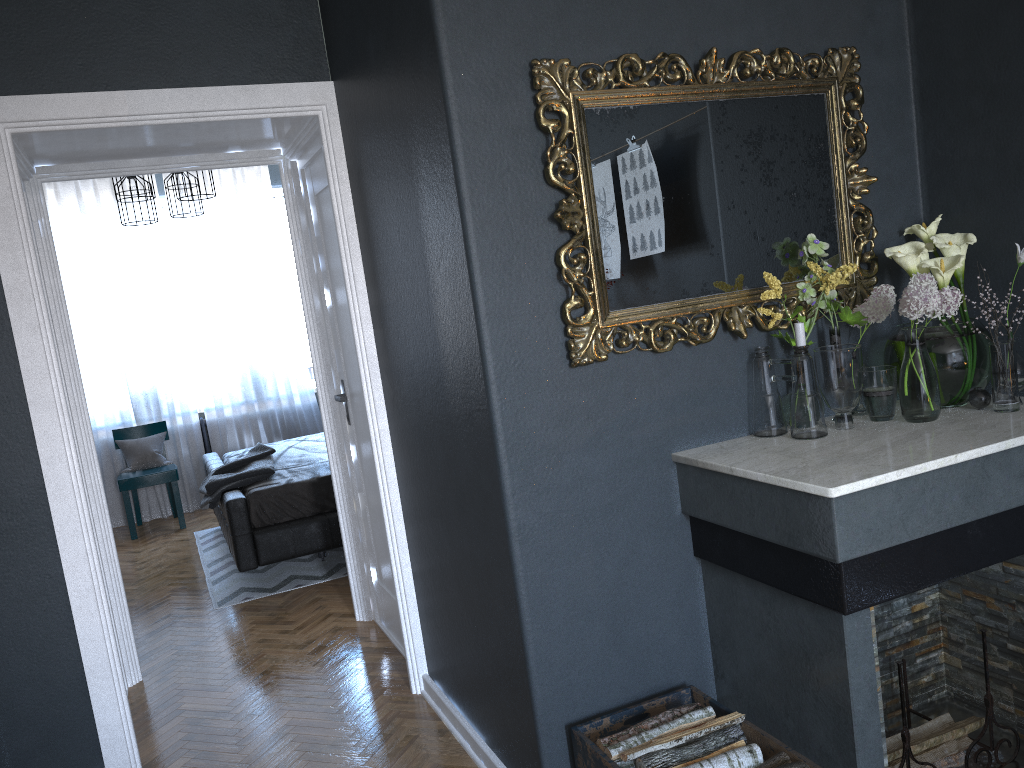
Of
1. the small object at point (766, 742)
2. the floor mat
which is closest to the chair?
the floor mat

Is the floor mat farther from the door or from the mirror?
the mirror

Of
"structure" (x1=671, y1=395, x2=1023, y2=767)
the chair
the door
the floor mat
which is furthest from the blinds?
"structure" (x1=671, y1=395, x2=1023, y2=767)

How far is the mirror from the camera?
2.27m

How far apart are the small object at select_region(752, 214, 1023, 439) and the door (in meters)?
1.85

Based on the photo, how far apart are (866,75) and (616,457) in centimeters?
138cm

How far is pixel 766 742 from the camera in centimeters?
214cm

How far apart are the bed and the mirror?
3.1m

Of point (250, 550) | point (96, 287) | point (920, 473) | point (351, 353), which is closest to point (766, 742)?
point (920, 473)

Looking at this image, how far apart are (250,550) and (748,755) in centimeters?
338cm
